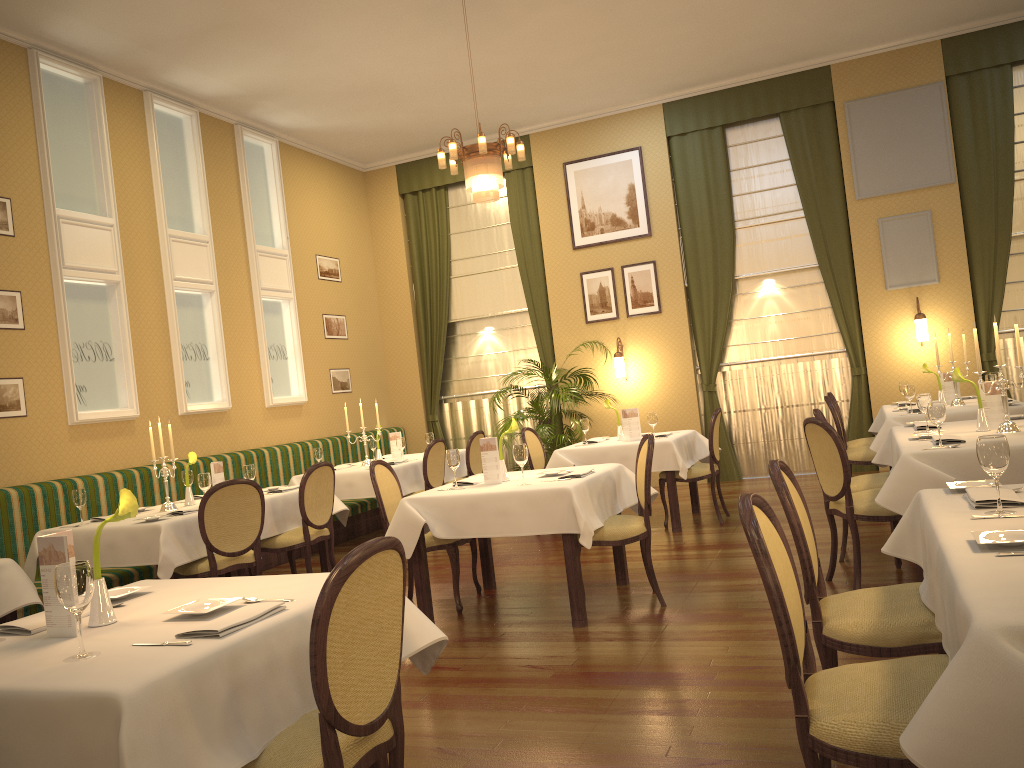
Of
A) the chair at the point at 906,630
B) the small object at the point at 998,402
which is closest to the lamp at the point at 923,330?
the small object at the point at 998,402

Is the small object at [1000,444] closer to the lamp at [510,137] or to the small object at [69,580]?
the small object at [69,580]

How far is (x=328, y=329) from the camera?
10.5m

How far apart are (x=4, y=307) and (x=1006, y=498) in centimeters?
656cm

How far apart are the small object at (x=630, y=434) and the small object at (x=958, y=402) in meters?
2.6 m

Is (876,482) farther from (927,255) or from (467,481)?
(927,255)

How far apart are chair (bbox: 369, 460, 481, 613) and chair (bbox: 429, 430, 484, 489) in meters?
2.8 m

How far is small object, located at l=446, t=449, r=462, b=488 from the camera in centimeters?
522cm

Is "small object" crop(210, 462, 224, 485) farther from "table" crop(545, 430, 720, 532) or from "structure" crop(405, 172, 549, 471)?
"structure" crop(405, 172, 549, 471)

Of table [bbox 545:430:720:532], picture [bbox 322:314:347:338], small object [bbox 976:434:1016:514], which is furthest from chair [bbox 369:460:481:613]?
picture [bbox 322:314:347:338]
